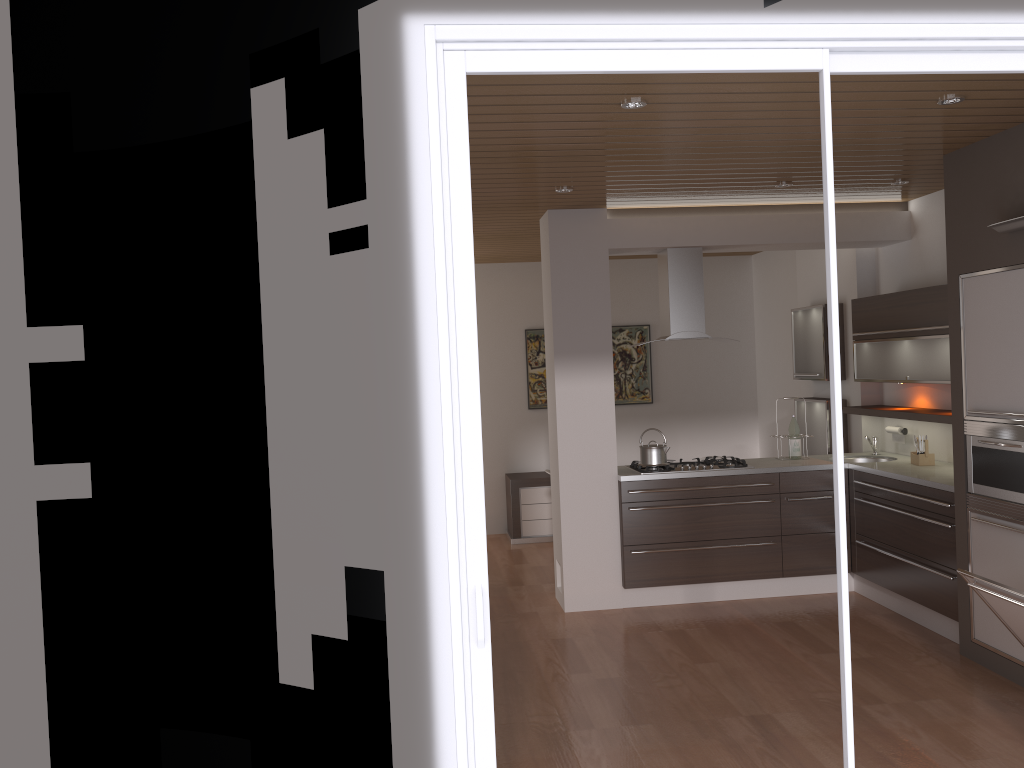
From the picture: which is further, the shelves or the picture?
the picture

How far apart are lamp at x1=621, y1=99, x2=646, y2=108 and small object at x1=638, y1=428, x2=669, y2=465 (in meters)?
2.92

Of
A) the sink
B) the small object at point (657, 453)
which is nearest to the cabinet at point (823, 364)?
the sink

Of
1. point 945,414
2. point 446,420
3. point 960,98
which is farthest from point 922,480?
point 446,420

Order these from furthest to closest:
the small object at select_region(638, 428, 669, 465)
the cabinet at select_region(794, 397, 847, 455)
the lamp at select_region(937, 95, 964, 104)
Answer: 1. the cabinet at select_region(794, 397, 847, 455)
2. the small object at select_region(638, 428, 669, 465)
3. the lamp at select_region(937, 95, 964, 104)

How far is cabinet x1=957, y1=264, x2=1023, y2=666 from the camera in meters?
4.1

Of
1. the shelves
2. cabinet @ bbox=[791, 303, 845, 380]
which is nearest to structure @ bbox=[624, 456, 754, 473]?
the shelves

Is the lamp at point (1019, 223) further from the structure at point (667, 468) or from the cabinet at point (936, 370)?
the structure at point (667, 468)

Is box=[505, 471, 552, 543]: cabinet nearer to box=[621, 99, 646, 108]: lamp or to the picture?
the picture

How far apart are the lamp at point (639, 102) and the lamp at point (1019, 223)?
1.91m
